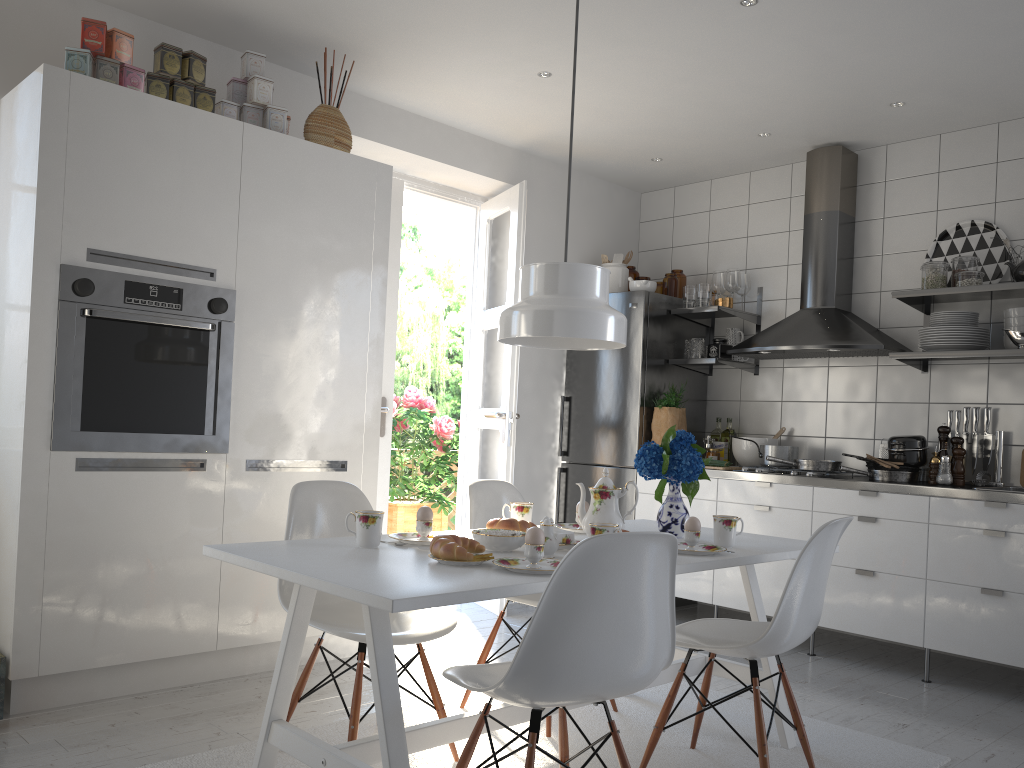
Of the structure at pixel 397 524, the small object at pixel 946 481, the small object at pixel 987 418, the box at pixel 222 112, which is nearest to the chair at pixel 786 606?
the small object at pixel 946 481

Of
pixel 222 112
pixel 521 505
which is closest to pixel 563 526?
pixel 521 505

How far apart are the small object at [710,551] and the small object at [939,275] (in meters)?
2.22

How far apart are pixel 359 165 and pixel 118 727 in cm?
228

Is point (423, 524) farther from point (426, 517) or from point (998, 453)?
point (998, 453)

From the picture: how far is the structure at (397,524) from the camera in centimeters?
625cm

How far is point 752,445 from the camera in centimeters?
481cm

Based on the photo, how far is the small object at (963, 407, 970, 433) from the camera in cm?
423

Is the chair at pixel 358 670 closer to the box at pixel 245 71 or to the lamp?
the lamp

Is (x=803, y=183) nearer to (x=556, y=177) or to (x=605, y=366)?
(x=556, y=177)
